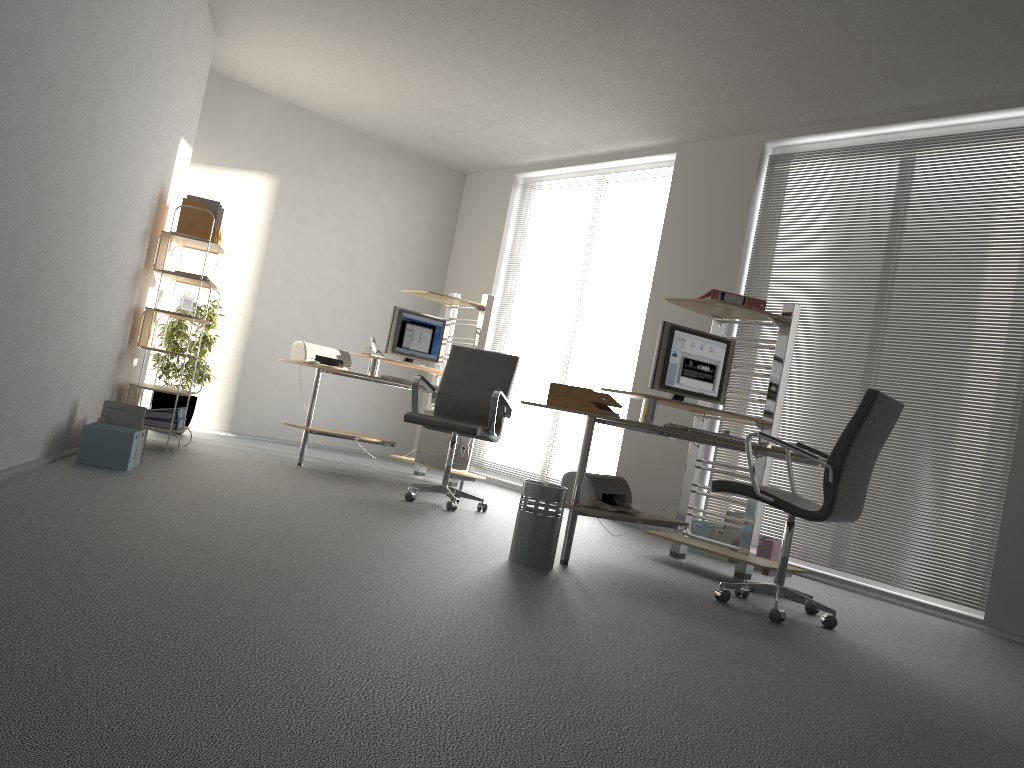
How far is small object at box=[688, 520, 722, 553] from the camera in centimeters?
578cm

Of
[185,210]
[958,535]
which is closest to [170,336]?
[185,210]

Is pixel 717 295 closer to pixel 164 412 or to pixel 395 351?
pixel 395 351

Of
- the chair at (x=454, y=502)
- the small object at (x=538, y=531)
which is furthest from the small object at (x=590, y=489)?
the chair at (x=454, y=502)

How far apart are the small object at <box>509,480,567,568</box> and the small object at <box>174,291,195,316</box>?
3.04m

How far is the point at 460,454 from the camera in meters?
6.8 m

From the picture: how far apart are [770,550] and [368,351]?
3.26m

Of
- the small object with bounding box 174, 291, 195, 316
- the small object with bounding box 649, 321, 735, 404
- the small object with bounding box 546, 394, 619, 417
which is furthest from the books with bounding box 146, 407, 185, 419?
the small object with bounding box 649, 321, 735, 404

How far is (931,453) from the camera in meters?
5.2

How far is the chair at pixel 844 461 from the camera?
3.7m
